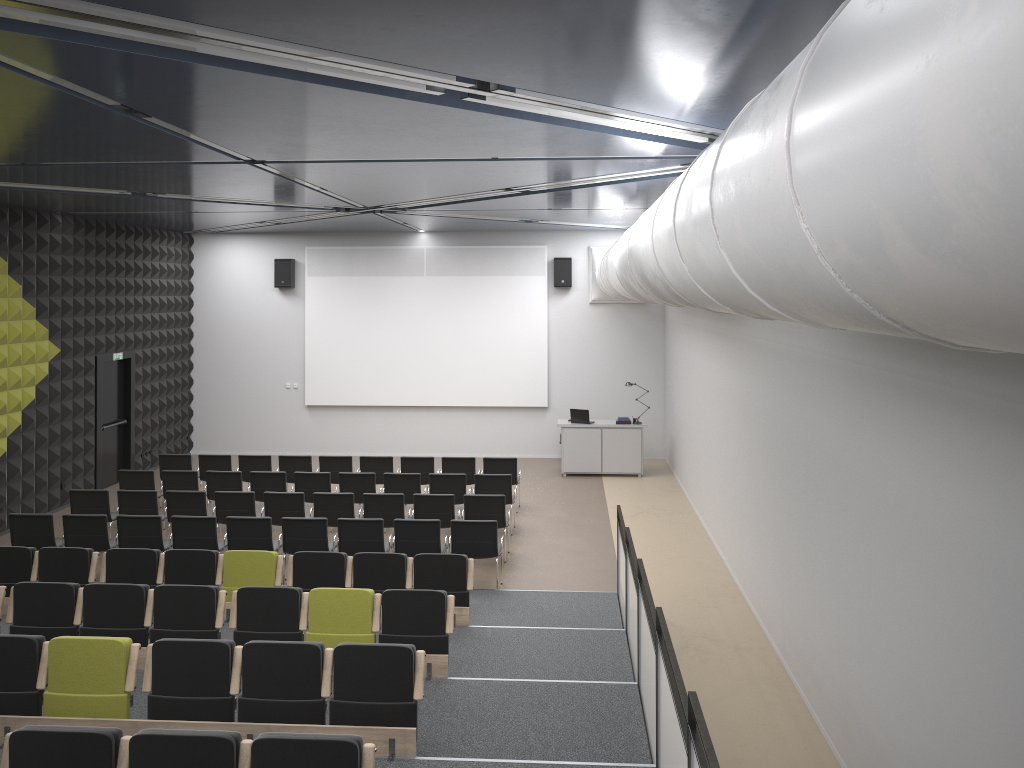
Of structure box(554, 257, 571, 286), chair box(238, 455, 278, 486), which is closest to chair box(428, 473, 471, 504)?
chair box(238, 455, 278, 486)

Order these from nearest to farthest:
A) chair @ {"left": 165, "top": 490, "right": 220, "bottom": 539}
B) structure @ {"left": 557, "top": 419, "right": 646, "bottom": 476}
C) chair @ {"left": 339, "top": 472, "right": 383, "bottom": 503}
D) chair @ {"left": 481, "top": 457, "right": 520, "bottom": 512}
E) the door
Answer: chair @ {"left": 165, "top": 490, "right": 220, "bottom": 539}, chair @ {"left": 339, "top": 472, "right": 383, "bottom": 503}, chair @ {"left": 481, "top": 457, "right": 520, "bottom": 512}, the door, structure @ {"left": 557, "top": 419, "right": 646, "bottom": 476}

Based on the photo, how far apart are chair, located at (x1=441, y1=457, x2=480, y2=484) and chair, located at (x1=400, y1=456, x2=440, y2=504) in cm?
23

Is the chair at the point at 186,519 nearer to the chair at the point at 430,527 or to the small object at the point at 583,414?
the chair at the point at 430,527

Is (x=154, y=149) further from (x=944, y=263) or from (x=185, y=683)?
(x=944, y=263)

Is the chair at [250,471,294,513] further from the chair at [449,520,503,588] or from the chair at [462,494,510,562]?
the chair at [449,520,503,588]

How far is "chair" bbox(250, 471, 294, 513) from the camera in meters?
13.3 m

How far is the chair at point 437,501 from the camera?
11.8 meters

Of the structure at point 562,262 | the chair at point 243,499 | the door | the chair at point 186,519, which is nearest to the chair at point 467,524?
the chair at point 186,519

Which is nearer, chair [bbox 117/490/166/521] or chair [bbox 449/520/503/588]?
chair [bbox 449/520/503/588]
